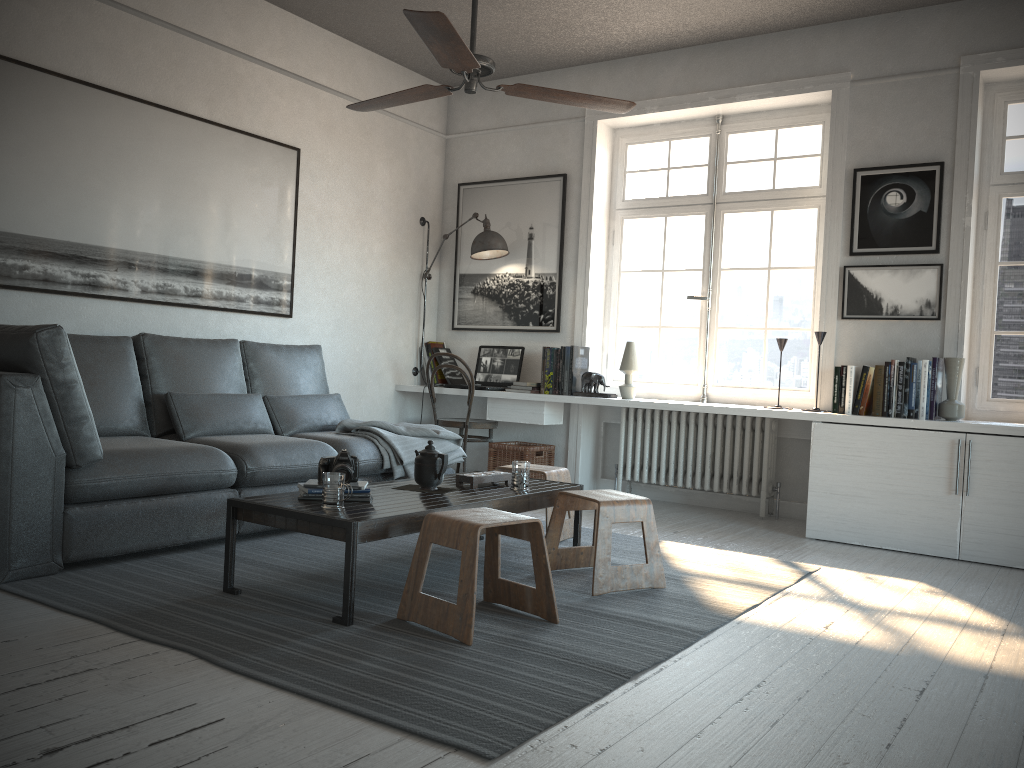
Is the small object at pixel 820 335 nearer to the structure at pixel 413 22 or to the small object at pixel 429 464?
the structure at pixel 413 22

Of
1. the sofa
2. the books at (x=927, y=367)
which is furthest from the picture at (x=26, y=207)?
the books at (x=927, y=367)

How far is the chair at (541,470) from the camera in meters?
4.2

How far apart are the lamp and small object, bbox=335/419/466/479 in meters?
1.5 m

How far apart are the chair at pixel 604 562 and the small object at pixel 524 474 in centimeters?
15cm

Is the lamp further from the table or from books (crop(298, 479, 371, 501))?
books (crop(298, 479, 371, 501))

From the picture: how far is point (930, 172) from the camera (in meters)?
4.77

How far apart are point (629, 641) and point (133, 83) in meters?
3.7 m

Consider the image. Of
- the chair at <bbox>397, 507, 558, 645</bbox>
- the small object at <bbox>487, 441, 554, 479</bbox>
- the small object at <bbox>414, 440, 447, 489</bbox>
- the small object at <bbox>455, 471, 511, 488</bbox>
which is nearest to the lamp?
the small object at <bbox>487, 441, 554, 479</bbox>

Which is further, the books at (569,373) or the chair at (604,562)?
the books at (569,373)
